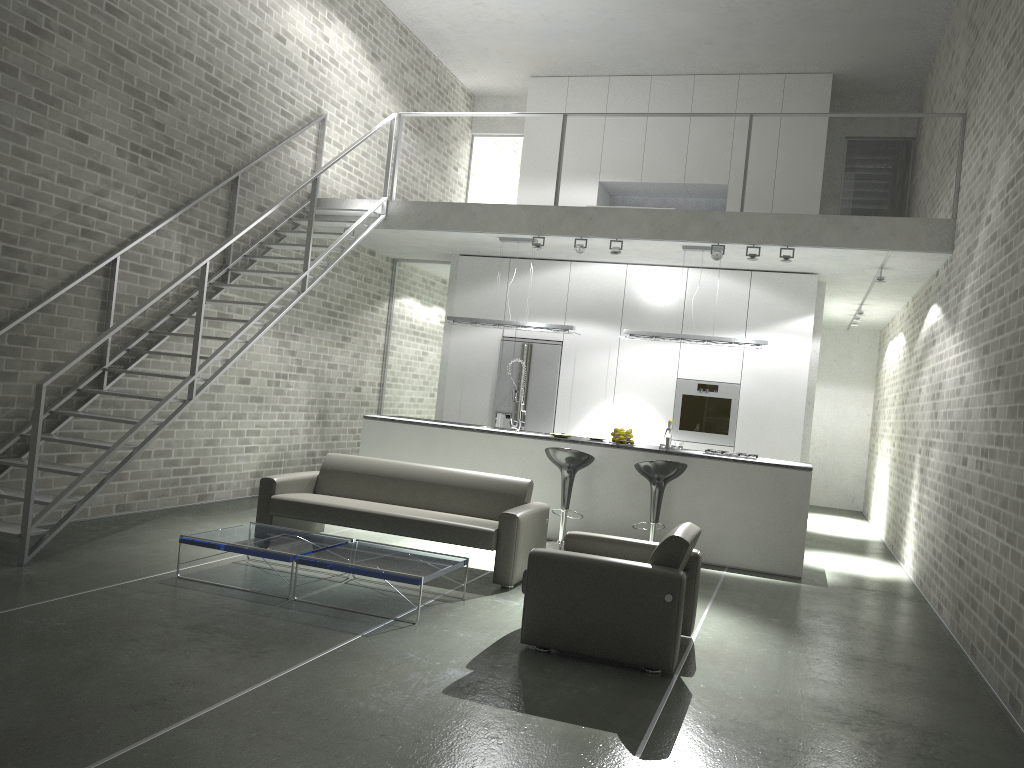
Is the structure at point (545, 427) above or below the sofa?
above

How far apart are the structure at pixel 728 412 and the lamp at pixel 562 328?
1.63m

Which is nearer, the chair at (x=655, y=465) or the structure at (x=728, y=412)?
the chair at (x=655, y=465)

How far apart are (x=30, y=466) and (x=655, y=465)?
4.7 meters

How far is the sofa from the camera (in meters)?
6.17

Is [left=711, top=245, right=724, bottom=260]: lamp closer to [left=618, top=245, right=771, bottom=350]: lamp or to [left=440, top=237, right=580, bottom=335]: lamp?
[left=618, top=245, right=771, bottom=350]: lamp

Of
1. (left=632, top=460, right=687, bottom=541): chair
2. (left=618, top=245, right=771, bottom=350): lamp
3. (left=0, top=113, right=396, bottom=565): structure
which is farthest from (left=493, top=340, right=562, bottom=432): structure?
(left=632, top=460, right=687, bottom=541): chair

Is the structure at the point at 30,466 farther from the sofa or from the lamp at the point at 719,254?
the lamp at the point at 719,254

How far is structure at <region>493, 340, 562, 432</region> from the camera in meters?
10.4 m

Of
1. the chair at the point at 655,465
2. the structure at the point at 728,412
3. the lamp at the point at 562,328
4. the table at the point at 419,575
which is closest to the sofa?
the table at the point at 419,575
